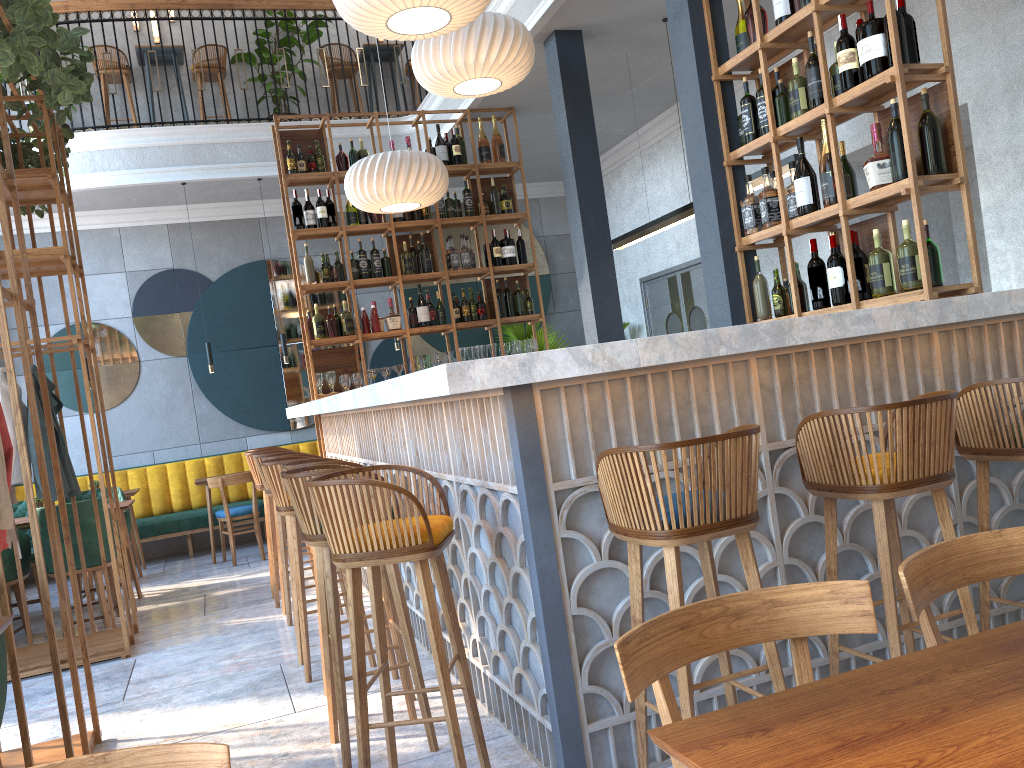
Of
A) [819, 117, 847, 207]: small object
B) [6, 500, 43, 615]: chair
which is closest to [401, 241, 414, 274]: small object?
[6, 500, 43, 615]: chair

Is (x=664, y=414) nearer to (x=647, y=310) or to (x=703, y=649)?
(x=703, y=649)

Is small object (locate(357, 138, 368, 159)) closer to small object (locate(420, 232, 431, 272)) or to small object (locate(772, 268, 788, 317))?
small object (locate(420, 232, 431, 272))

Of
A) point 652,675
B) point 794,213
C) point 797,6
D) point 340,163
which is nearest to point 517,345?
point 340,163

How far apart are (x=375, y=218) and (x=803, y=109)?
3.9 meters

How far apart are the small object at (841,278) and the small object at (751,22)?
1.1m

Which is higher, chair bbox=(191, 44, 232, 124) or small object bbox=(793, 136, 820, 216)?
chair bbox=(191, 44, 232, 124)

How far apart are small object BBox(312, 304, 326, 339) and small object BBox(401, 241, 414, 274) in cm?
79

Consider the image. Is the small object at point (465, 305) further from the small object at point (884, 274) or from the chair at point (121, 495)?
the small object at point (884, 274)

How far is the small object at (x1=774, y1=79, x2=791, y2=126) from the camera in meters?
4.2 m
